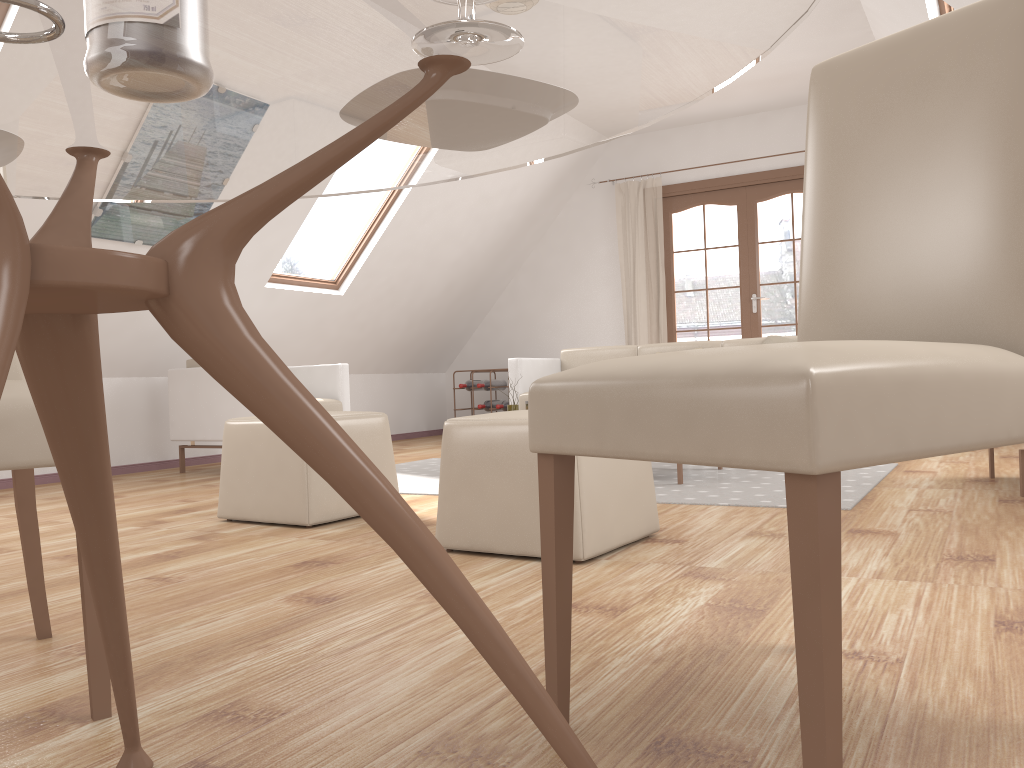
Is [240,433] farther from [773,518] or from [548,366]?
[548,366]

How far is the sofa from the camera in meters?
5.7 m

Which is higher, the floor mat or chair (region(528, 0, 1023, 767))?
chair (region(528, 0, 1023, 767))

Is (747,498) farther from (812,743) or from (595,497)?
(812,743)

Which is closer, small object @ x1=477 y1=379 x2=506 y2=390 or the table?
the table

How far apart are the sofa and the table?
4.4 meters

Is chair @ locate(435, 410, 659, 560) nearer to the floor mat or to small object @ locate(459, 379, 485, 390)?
the floor mat

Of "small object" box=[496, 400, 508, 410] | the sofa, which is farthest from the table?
"small object" box=[496, 400, 508, 410]

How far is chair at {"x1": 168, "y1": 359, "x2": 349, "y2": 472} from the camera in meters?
5.2 m

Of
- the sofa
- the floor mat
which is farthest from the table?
the sofa
